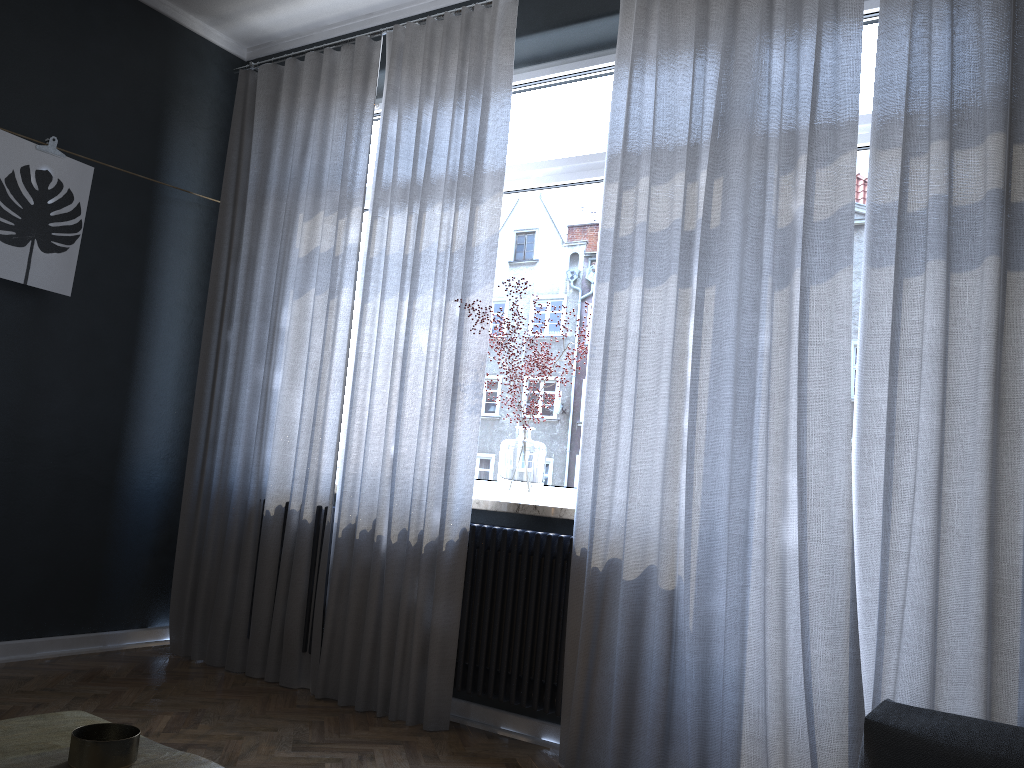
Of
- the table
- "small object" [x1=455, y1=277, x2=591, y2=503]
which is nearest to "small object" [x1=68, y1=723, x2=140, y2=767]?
the table

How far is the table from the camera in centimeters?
98cm

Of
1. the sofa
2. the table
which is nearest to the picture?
the table

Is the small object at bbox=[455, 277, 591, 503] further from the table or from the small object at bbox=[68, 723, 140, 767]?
the small object at bbox=[68, 723, 140, 767]

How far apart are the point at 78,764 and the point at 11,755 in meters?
0.1

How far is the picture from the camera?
3.50m

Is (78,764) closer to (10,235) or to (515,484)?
(515,484)

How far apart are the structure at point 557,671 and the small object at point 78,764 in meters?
2.1 m

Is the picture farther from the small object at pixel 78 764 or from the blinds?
the small object at pixel 78 764

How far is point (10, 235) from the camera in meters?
3.5 m
